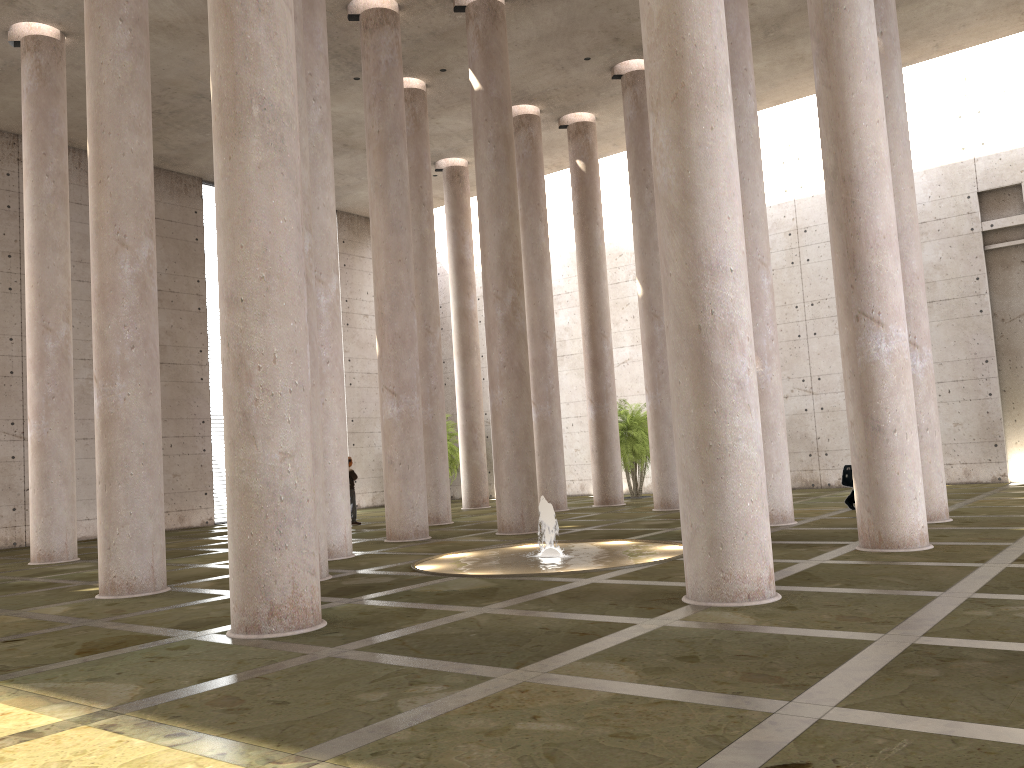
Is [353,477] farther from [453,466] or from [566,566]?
[566,566]

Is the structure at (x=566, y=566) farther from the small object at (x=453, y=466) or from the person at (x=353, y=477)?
the small object at (x=453, y=466)

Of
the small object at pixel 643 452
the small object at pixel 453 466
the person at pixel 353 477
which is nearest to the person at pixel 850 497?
the small object at pixel 643 452

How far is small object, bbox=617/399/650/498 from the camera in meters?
25.6 m

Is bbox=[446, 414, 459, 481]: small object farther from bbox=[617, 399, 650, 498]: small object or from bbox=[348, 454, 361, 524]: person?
bbox=[348, 454, 361, 524]: person

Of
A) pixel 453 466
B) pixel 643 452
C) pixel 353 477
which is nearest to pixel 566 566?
pixel 353 477

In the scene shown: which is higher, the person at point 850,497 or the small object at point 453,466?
the small object at point 453,466

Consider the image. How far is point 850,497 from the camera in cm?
1697

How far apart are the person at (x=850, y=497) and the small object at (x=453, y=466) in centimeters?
1603cm

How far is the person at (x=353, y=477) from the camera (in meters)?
22.19
